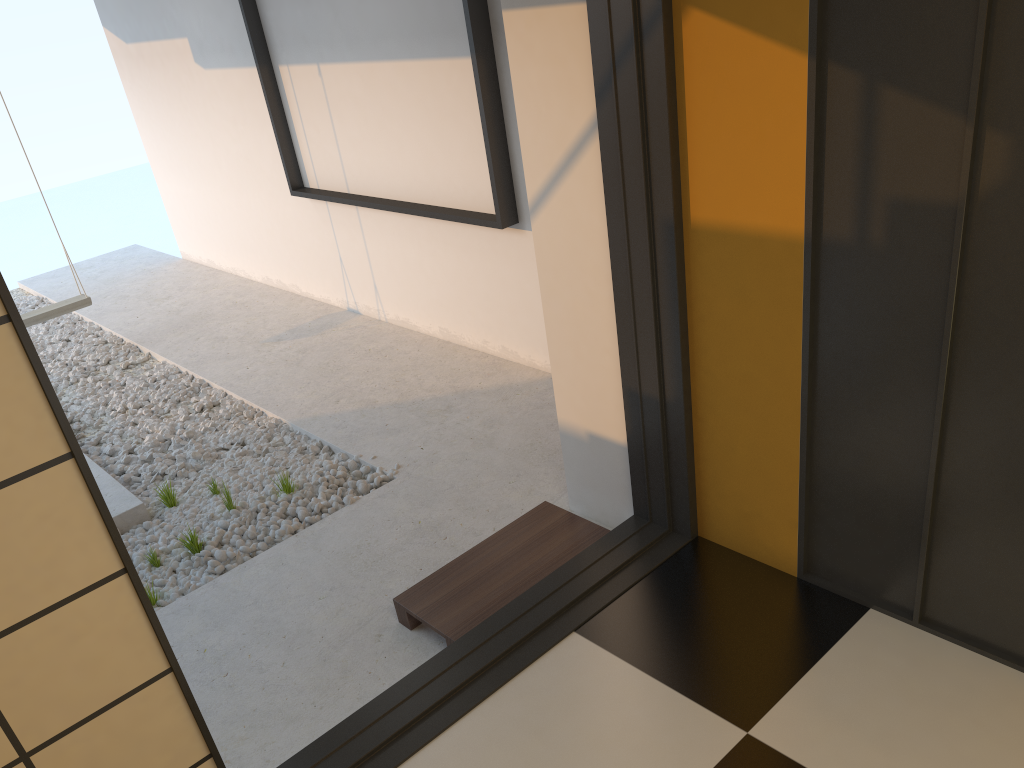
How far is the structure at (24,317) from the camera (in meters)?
5.33

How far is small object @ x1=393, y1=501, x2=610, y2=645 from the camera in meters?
2.7 m

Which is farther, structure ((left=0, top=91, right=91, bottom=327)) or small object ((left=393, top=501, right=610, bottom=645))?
structure ((left=0, top=91, right=91, bottom=327))

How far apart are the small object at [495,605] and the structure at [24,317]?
3.7 meters

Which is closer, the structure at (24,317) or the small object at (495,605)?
the small object at (495,605)

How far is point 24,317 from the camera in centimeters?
533cm

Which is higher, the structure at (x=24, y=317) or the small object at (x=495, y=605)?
the structure at (x=24, y=317)

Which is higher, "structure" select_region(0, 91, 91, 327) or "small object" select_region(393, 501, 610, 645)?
"structure" select_region(0, 91, 91, 327)

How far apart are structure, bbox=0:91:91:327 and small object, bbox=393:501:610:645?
3.7m
